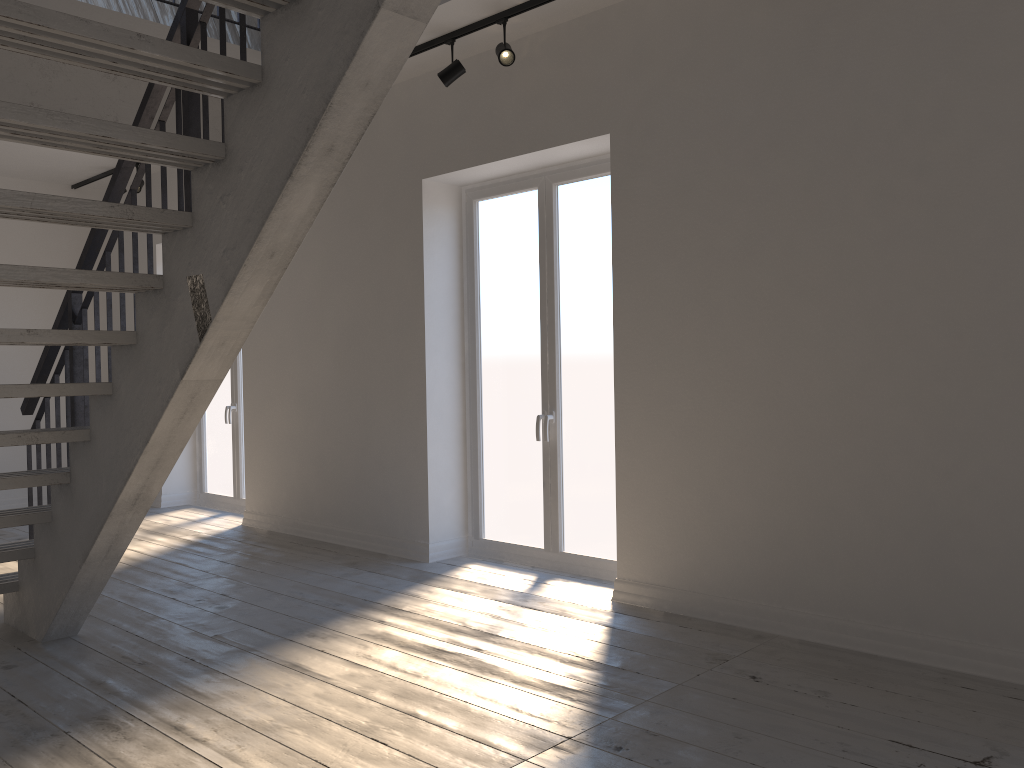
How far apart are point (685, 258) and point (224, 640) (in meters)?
2.71

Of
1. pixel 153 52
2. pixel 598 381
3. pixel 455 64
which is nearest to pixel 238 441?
pixel 598 381

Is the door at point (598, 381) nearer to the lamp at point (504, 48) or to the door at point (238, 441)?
the lamp at point (504, 48)

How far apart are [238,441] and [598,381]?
3.92m

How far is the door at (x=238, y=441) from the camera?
7.61m

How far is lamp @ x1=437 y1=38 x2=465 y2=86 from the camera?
4.7 meters

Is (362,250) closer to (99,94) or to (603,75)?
(99,94)

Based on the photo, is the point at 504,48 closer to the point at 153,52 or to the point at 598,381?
the point at 598,381

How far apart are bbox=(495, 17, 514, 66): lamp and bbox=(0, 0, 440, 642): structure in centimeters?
168cm

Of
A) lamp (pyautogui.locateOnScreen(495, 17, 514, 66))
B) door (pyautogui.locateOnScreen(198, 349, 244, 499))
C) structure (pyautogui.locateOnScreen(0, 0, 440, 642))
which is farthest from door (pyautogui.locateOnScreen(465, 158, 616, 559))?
door (pyautogui.locateOnScreen(198, 349, 244, 499))
